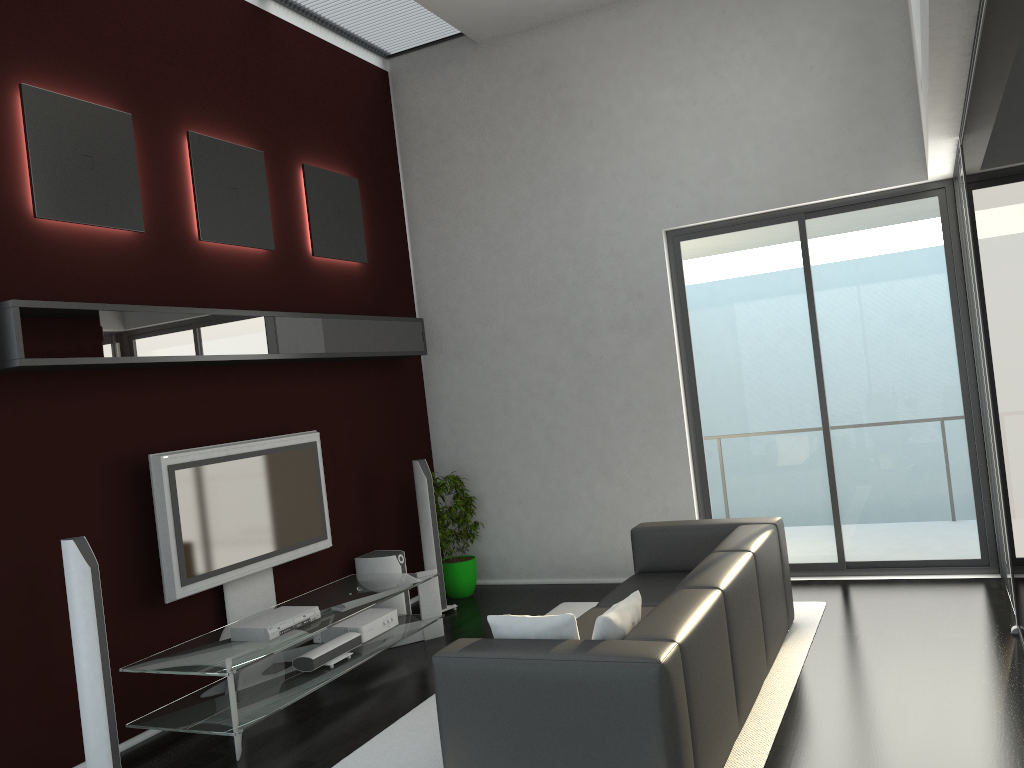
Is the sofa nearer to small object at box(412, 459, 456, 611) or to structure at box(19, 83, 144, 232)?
small object at box(412, 459, 456, 611)

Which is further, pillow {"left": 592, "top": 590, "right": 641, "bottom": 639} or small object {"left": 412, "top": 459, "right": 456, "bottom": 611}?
small object {"left": 412, "top": 459, "right": 456, "bottom": 611}

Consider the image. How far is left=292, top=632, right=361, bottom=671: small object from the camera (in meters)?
5.03

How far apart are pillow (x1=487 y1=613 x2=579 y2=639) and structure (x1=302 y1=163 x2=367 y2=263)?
3.74m

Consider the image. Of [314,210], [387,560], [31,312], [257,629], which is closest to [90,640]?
[257,629]

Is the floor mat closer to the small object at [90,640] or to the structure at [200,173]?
the small object at [90,640]

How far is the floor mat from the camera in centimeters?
379cm

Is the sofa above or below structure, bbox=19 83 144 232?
below

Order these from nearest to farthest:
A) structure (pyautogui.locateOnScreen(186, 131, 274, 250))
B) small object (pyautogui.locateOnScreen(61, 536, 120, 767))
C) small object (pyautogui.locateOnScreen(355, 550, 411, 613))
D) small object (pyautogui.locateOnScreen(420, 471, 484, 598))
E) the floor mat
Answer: the floor mat, small object (pyautogui.locateOnScreen(61, 536, 120, 767)), structure (pyautogui.locateOnScreen(186, 131, 274, 250)), small object (pyautogui.locateOnScreen(355, 550, 411, 613)), small object (pyautogui.locateOnScreen(420, 471, 484, 598))

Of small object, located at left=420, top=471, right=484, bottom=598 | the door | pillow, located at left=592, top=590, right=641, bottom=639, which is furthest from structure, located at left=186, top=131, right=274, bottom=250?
pillow, located at left=592, top=590, right=641, bottom=639
